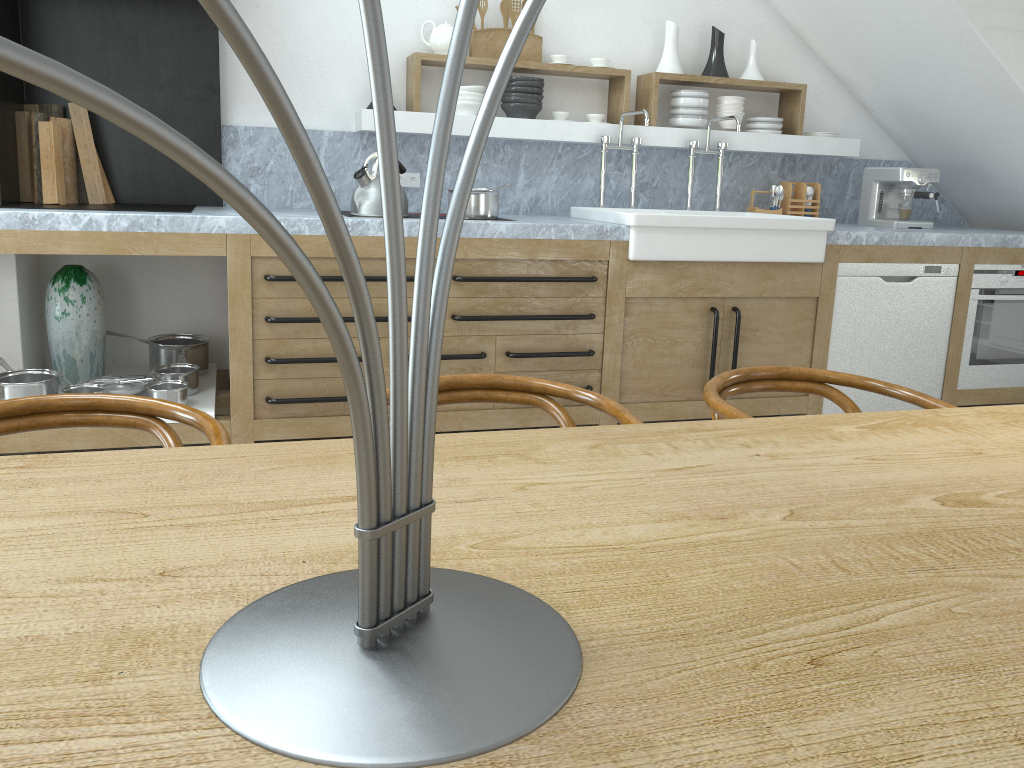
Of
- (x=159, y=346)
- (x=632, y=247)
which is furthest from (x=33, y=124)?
(x=632, y=247)

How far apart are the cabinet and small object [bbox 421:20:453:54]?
1.1 meters

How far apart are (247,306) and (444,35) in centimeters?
166cm

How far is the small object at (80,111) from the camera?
3.7m

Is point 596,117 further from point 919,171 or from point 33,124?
point 33,124

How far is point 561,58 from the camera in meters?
4.3 m

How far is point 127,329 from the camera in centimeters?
412cm

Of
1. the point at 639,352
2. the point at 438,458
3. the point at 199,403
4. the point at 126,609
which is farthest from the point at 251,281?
the point at 126,609

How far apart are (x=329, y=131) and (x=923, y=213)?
3.5 meters

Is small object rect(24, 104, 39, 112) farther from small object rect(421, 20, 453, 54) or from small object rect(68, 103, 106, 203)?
small object rect(421, 20, 453, 54)
